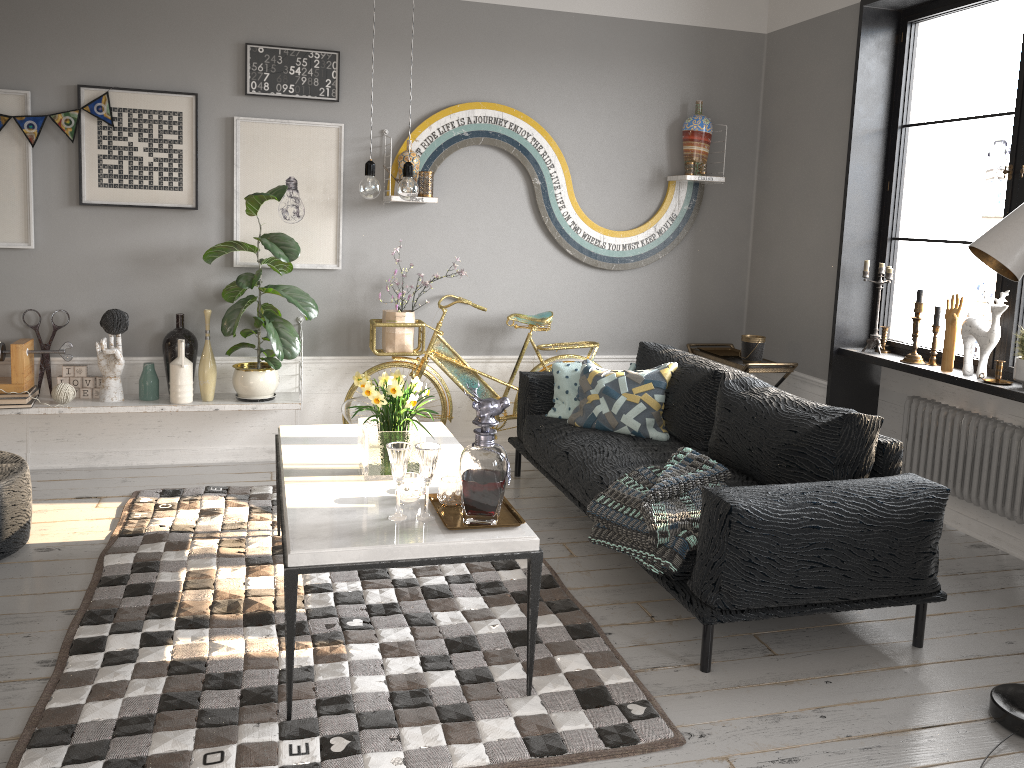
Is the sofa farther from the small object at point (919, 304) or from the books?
the books

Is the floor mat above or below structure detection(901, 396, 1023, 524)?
below

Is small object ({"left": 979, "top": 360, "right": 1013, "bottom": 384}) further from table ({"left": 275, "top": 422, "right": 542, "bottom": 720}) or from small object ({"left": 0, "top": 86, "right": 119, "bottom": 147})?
small object ({"left": 0, "top": 86, "right": 119, "bottom": 147})

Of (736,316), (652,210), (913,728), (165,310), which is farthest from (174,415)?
(913,728)

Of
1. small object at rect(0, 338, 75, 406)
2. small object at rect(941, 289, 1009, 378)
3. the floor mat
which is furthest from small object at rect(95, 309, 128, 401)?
small object at rect(941, 289, 1009, 378)

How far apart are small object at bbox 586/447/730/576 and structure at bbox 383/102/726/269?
2.0 meters

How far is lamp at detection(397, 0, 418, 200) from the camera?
3.0 meters

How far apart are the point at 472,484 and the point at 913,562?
1.53m

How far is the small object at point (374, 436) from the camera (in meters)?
3.03

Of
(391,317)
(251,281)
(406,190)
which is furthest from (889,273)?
(251,281)
